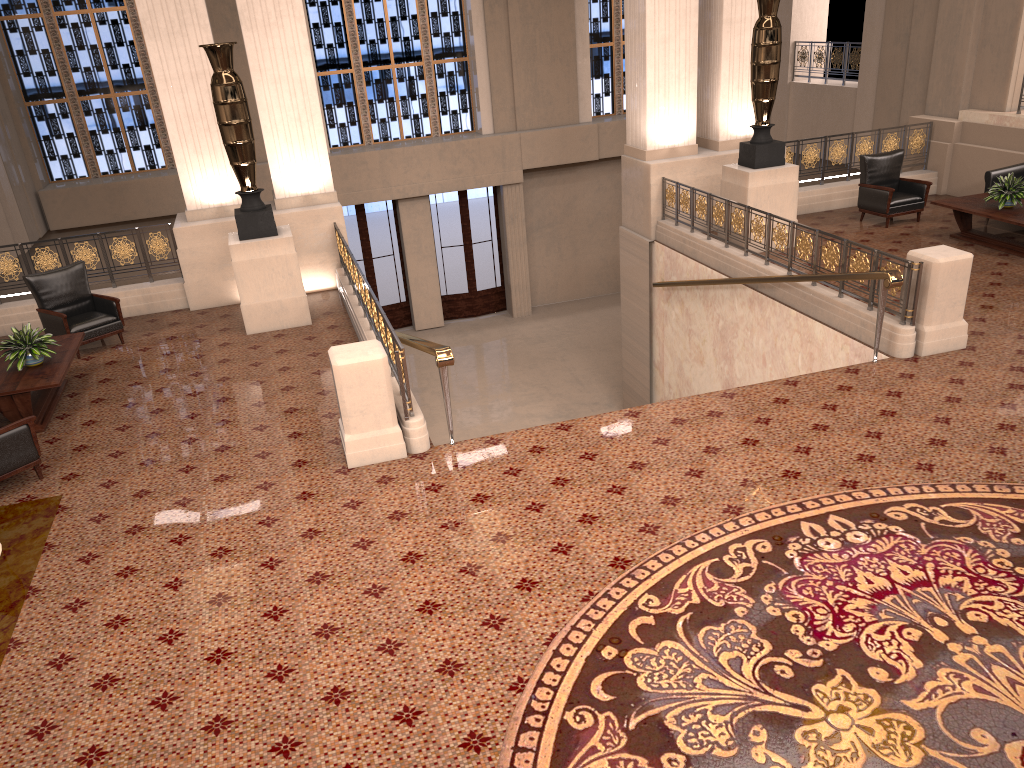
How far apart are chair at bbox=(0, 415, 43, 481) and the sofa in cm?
1091

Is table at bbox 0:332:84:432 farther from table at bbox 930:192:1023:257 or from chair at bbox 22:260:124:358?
table at bbox 930:192:1023:257

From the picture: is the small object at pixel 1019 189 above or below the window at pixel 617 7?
below

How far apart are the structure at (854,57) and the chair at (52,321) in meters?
12.7 m

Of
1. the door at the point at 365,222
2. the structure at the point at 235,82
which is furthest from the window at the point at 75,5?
the structure at the point at 235,82

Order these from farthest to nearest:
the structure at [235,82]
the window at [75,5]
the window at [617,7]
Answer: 1. the window at [617,7]
2. the window at [75,5]
3. the structure at [235,82]

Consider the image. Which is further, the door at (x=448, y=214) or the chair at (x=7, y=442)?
the door at (x=448, y=214)

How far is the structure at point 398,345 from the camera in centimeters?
652cm

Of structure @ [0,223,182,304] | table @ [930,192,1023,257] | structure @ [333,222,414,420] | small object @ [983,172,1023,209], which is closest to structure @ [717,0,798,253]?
table @ [930,192,1023,257]

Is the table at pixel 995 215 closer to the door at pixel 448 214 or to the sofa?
the sofa
